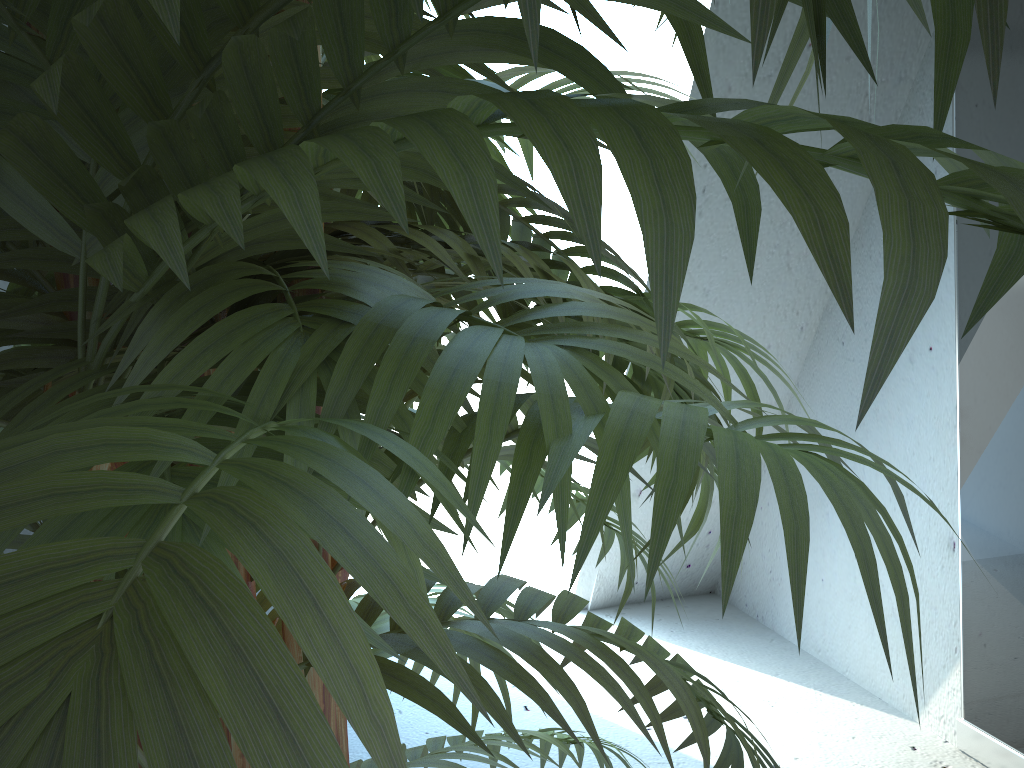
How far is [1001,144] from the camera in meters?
1.4 m

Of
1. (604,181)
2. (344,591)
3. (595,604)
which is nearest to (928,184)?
(344,591)

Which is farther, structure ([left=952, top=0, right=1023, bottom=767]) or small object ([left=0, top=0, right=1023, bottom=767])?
structure ([left=952, top=0, right=1023, bottom=767])

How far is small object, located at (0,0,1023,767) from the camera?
0.1 meters

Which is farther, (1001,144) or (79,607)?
(1001,144)

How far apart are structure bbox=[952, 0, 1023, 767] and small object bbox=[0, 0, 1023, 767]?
1.0 meters

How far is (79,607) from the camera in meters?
0.1

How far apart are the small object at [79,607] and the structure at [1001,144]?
0.97m

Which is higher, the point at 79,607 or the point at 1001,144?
the point at 1001,144

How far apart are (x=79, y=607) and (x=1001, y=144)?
1.62m
